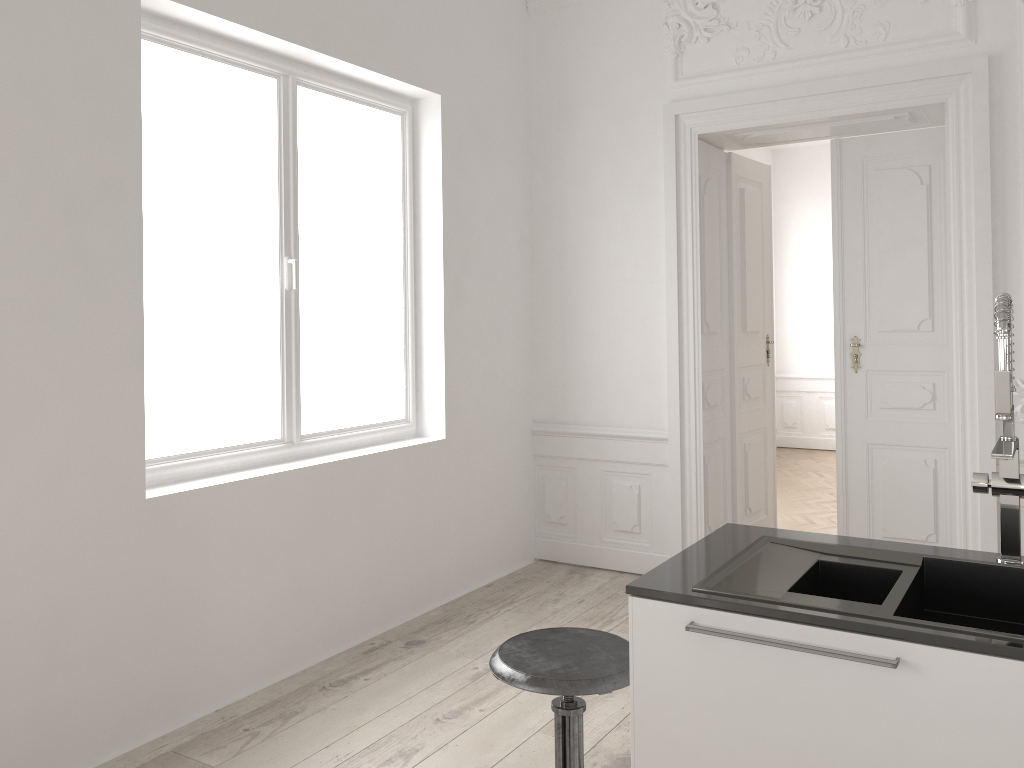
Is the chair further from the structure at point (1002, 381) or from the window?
the window

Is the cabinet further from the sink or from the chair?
the chair

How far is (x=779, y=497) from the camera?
7.07m

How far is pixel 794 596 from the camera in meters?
1.8

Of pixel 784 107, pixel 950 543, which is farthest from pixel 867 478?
pixel 784 107

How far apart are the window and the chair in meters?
1.7 m

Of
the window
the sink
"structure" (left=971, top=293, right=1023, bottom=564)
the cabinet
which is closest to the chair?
the cabinet

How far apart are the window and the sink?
2.26m

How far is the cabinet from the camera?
1.5 meters

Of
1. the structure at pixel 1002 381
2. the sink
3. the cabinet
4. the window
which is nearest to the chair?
the cabinet
